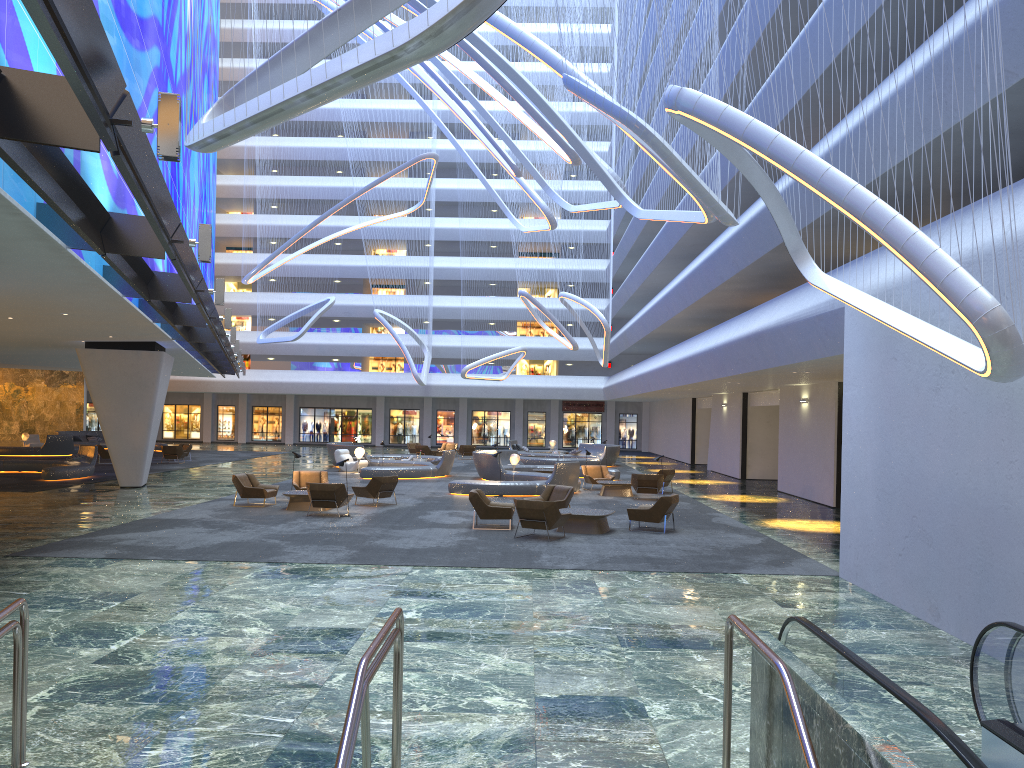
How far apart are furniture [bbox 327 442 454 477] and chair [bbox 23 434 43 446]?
17.43m

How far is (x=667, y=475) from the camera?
27.2 meters

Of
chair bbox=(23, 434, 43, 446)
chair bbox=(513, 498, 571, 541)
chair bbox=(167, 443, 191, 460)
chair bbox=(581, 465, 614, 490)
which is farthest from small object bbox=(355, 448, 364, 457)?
chair bbox=(23, 434, 43, 446)

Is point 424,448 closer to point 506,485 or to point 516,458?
point 516,458

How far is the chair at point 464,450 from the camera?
45.4m

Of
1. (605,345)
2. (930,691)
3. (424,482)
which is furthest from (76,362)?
(930,691)

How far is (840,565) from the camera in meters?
13.3 m

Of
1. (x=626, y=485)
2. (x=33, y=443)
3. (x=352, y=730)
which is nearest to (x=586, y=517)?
(x=626, y=485)

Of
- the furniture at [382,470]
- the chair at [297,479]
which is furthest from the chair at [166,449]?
the chair at [297,479]

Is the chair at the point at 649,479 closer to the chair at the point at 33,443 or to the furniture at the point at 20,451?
the furniture at the point at 20,451
